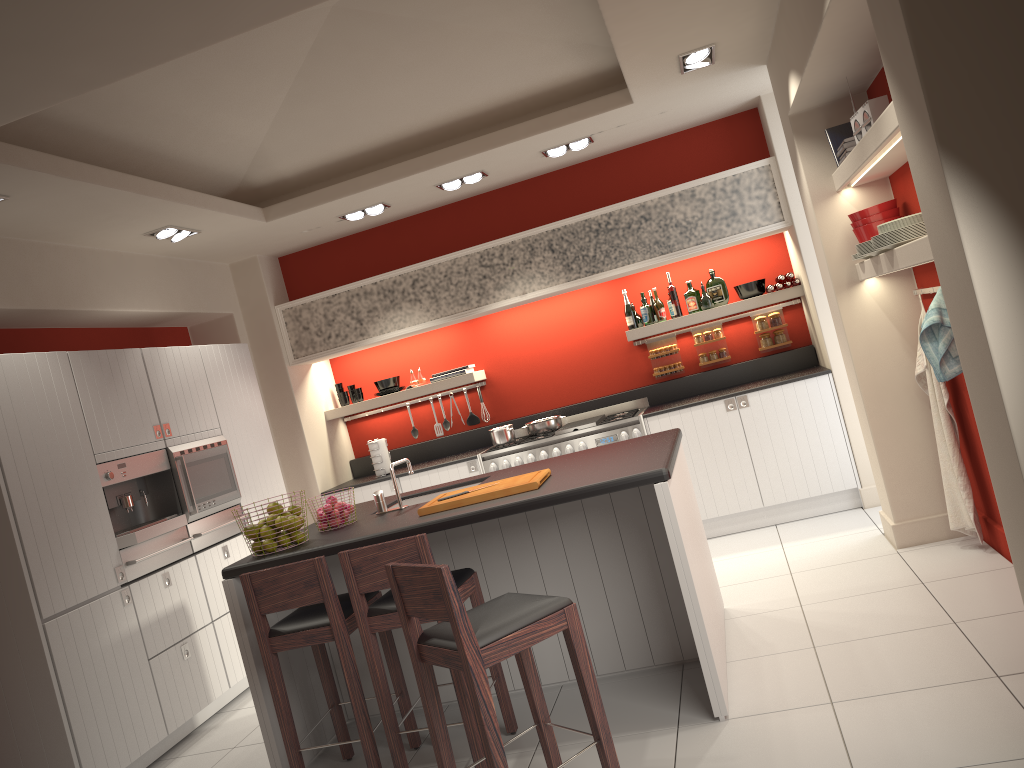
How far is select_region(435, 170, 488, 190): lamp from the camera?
6.4m

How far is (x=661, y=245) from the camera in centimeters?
651cm

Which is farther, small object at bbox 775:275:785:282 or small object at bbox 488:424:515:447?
small object at bbox 488:424:515:447

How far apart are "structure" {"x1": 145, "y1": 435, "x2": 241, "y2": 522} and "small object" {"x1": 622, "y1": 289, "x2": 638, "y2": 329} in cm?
320

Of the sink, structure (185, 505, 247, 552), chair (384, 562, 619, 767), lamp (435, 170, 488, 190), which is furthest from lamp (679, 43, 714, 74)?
structure (185, 505, 247, 552)

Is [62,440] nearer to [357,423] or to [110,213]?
[110,213]

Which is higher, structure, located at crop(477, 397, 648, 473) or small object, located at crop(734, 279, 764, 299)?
small object, located at crop(734, 279, 764, 299)

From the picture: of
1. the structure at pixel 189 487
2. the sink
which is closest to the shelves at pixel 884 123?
the sink

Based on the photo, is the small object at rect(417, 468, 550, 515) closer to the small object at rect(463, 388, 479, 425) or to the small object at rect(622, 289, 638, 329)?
the small object at rect(622, 289, 638, 329)

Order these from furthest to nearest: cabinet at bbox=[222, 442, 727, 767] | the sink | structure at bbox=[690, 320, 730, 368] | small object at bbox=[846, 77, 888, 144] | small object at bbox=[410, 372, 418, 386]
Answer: small object at bbox=[410, 372, 418, 386] → structure at bbox=[690, 320, 730, 368] → the sink → small object at bbox=[846, 77, 888, 144] → cabinet at bbox=[222, 442, 727, 767]
